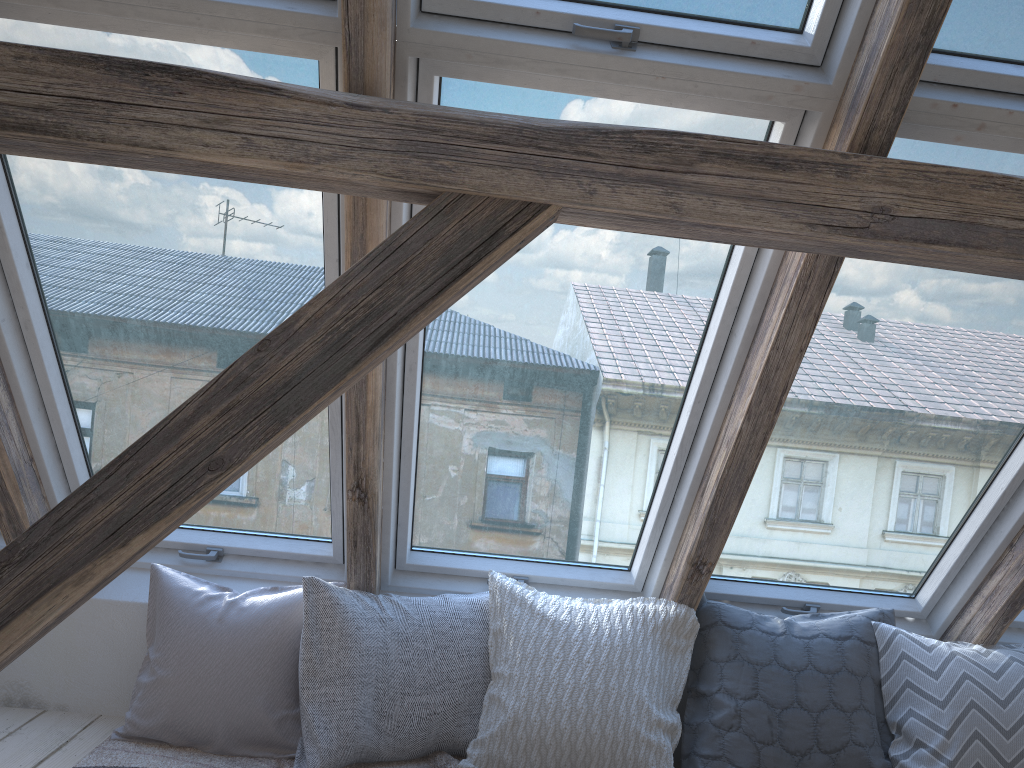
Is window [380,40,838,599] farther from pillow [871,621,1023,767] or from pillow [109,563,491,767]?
pillow [871,621,1023,767]

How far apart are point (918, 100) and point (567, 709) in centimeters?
158cm

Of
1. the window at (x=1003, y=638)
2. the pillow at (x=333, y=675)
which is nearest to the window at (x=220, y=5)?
the pillow at (x=333, y=675)

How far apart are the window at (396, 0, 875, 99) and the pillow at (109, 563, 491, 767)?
1.3 meters

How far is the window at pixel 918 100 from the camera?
1.73m

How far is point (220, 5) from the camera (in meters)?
1.65

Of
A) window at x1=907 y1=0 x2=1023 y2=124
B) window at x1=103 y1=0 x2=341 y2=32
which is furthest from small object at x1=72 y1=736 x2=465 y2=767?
window at x1=907 y1=0 x2=1023 y2=124

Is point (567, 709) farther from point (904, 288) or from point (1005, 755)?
point (904, 288)

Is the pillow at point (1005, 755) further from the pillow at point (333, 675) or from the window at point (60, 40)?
the window at point (60, 40)

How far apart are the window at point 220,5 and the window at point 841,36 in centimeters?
12cm
